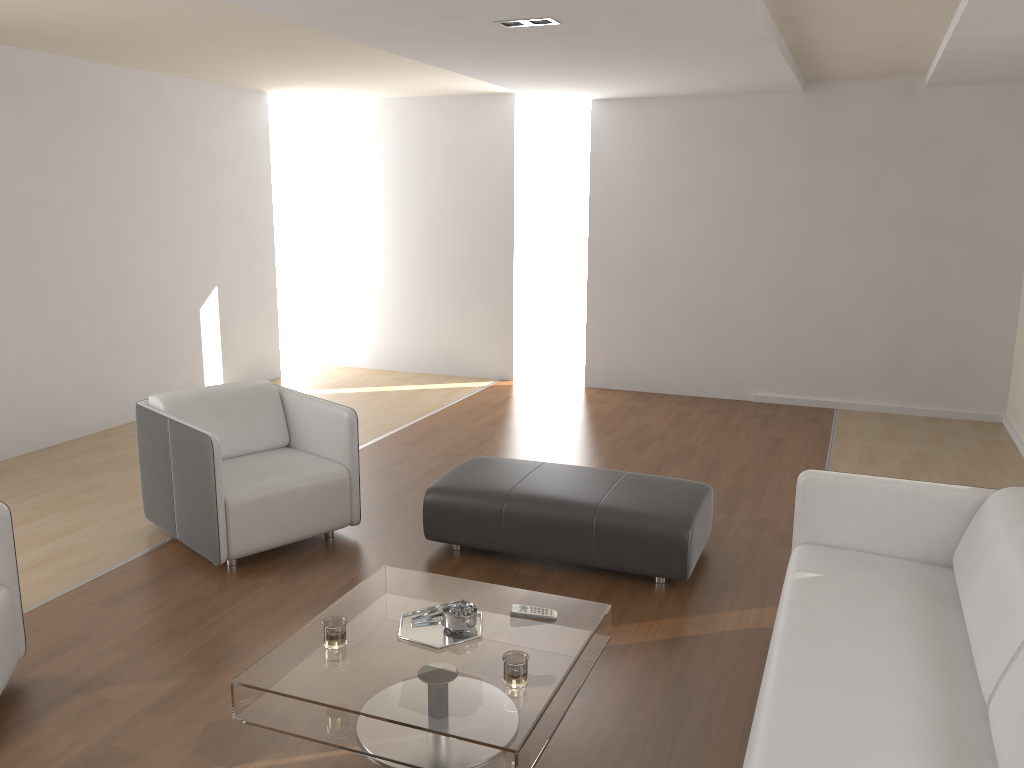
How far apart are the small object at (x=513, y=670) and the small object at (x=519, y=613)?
0.4 meters

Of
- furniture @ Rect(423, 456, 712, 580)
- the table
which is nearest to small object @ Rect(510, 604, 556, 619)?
the table

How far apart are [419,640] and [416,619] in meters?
0.1 m

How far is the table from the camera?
2.4 meters

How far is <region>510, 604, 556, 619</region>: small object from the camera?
2.96m

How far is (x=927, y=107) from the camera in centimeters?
666cm

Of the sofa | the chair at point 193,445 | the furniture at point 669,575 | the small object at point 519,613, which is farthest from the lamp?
the small object at point 519,613

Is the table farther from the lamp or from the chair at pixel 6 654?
the lamp

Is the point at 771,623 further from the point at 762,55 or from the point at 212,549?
the point at 762,55

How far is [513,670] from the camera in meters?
→ 2.5
